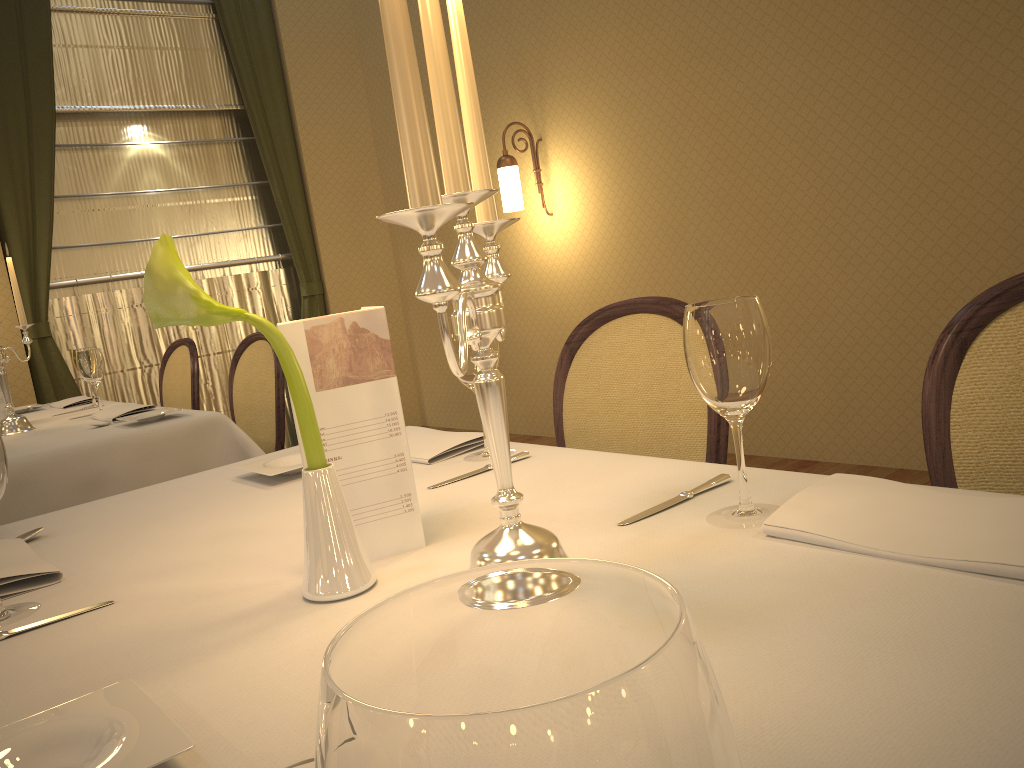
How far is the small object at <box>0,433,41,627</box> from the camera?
1.0m

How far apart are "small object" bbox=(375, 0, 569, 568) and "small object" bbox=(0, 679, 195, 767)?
0.3m

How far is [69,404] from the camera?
3.6m

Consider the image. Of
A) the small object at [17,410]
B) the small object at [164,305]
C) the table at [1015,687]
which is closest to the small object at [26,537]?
the table at [1015,687]

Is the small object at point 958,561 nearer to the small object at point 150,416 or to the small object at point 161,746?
the small object at point 161,746

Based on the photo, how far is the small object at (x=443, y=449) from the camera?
1.45m

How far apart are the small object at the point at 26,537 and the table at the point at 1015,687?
0.0m

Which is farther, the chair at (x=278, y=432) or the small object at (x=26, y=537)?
the chair at (x=278, y=432)

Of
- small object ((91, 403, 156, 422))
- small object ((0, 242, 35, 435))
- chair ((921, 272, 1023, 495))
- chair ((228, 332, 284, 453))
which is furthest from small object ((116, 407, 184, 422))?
chair ((921, 272, 1023, 495))

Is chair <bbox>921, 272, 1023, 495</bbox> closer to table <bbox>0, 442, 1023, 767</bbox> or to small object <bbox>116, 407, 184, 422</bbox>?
table <bbox>0, 442, 1023, 767</bbox>
